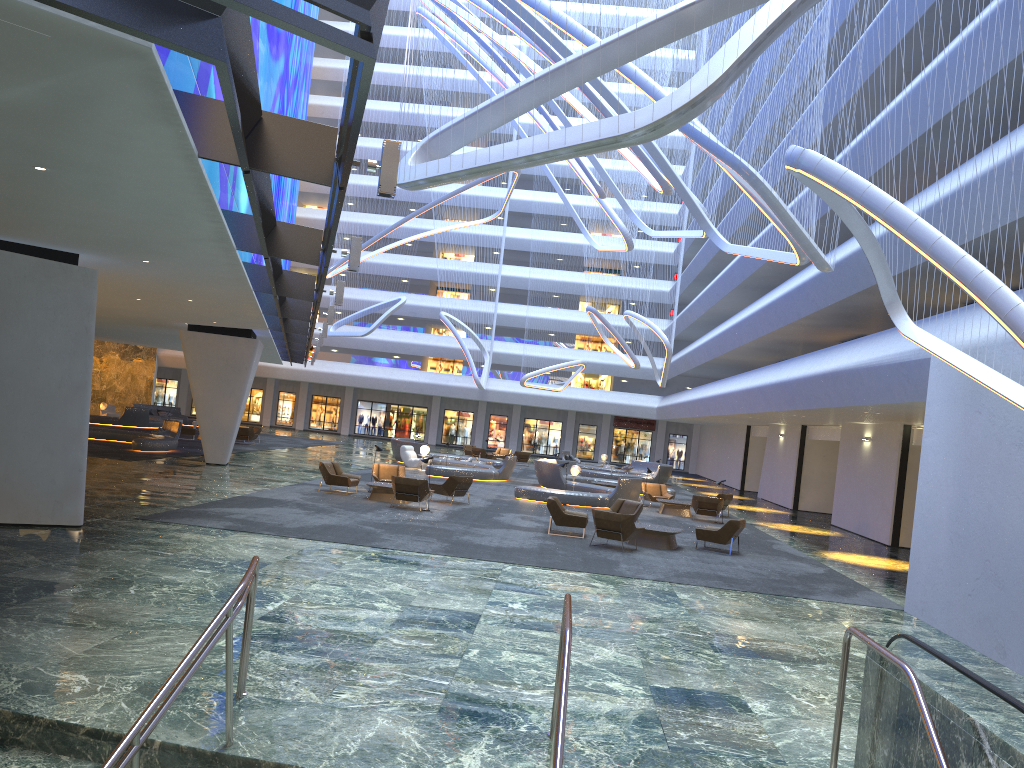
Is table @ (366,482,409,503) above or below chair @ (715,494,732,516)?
below

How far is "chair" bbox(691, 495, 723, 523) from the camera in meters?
25.6

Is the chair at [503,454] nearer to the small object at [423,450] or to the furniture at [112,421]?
the small object at [423,450]

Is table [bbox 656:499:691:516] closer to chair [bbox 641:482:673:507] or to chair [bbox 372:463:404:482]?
chair [bbox 641:482:673:507]

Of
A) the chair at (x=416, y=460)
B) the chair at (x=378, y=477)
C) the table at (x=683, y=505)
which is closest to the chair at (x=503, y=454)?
the chair at (x=416, y=460)

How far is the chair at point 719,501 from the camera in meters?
25.6 m

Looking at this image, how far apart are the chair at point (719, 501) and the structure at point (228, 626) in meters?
→ 19.4 m

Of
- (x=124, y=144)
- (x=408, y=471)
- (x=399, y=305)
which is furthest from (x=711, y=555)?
(x=399, y=305)

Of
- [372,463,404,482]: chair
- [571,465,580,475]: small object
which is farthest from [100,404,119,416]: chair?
[372,463,404,482]: chair

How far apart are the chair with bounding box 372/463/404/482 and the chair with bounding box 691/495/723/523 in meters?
8.6 m
